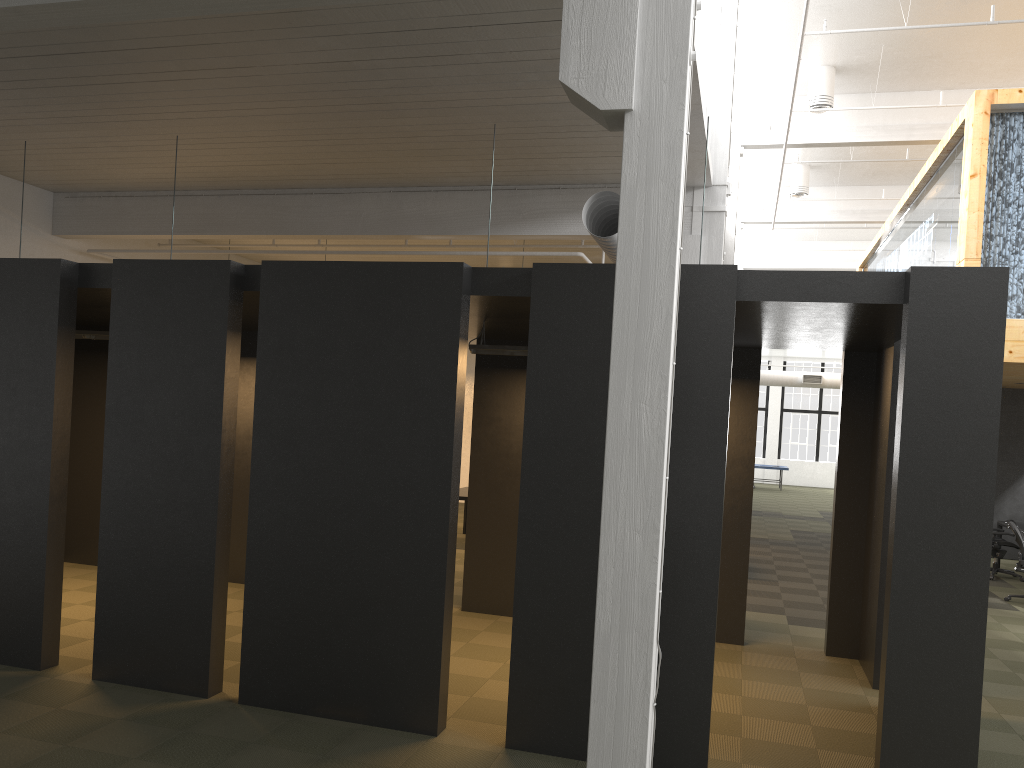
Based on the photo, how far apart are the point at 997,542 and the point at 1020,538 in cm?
219

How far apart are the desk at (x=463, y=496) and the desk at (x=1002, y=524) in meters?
8.2

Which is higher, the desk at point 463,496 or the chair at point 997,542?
the desk at point 463,496

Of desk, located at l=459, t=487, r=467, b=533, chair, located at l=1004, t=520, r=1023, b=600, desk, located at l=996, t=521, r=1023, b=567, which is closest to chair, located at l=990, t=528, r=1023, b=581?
desk, located at l=996, t=521, r=1023, b=567

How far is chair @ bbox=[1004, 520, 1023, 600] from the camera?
10.8m

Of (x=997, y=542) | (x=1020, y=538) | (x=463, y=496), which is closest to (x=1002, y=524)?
(x=997, y=542)

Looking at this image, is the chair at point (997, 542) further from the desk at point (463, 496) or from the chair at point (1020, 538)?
the desk at point (463, 496)

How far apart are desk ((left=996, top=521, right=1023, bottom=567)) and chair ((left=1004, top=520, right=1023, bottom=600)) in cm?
255

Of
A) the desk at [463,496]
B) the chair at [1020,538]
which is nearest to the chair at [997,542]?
the chair at [1020,538]

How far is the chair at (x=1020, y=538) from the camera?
10.8m
